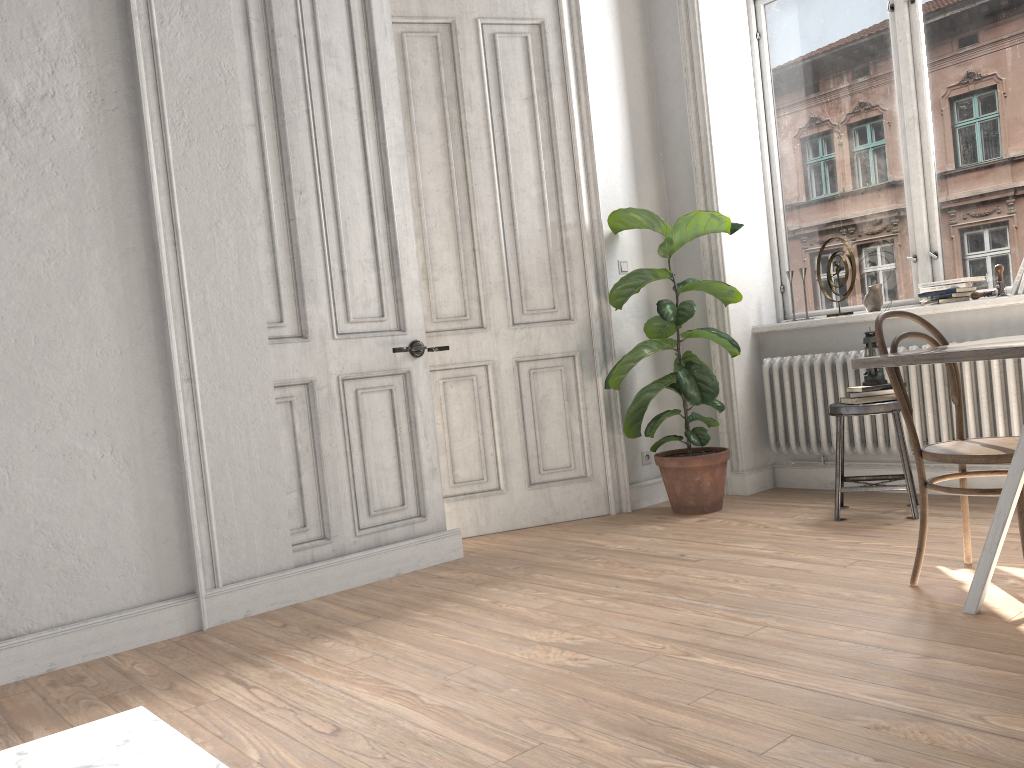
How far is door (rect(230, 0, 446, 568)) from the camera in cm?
367

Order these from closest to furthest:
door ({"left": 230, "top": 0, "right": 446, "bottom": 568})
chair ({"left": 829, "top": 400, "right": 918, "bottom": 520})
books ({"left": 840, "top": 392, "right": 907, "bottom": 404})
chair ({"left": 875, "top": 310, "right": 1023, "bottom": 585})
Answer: chair ({"left": 875, "top": 310, "right": 1023, "bottom": 585})
door ({"left": 230, "top": 0, "right": 446, "bottom": 568})
chair ({"left": 829, "top": 400, "right": 918, "bottom": 520})
books ({"left": 840, "top": 392, "right": 907, "bottom": 404})

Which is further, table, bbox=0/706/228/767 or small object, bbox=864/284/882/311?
small object, bbox=864/284/882/311

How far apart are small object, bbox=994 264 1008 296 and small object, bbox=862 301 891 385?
0.6m

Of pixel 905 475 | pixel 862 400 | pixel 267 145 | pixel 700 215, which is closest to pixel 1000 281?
pixel 862 400

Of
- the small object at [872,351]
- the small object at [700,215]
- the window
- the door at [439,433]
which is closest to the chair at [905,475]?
the small object at [872,351]

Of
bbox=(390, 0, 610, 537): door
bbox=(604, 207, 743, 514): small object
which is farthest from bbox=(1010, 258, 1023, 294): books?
bbox=(390, 0, 610, 537): door

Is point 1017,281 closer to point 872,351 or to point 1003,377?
point 1003,377

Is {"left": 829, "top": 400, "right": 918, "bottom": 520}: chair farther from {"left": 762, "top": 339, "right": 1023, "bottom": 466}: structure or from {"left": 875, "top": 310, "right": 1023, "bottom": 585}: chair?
{"left": 875, "top": 310, "right": 1023, "bottom": 585}: chair

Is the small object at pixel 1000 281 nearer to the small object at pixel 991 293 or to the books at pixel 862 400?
the small object at pixel 991 293
